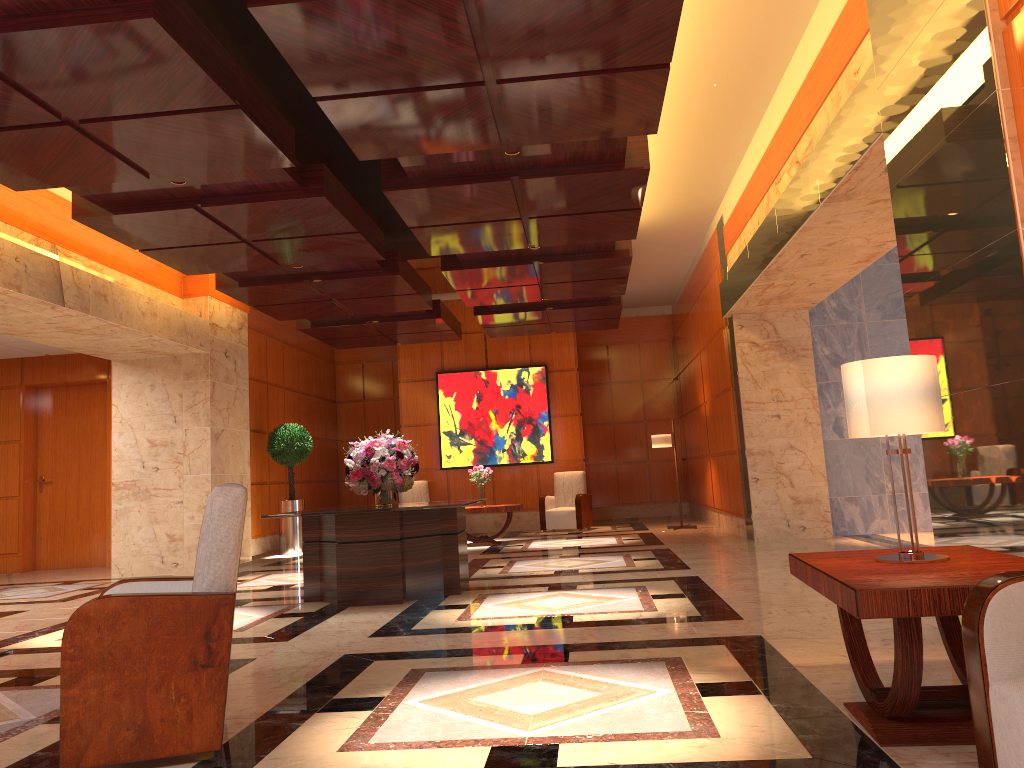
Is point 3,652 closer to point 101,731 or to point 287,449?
point 101,731

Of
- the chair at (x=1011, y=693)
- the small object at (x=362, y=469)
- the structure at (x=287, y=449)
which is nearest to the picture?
the structure at (x=287, y=449)

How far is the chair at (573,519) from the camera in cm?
1440

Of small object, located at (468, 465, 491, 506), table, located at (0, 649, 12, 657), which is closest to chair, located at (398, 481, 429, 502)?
small object, located at (468, 465, 491, 506)

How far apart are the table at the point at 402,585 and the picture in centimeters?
754cm

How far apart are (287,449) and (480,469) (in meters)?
2.96

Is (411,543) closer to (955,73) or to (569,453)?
(955,73)

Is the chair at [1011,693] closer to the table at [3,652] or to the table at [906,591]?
the table at [906,591]

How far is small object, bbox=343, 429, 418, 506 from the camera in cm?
748

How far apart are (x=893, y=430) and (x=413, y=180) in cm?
486
